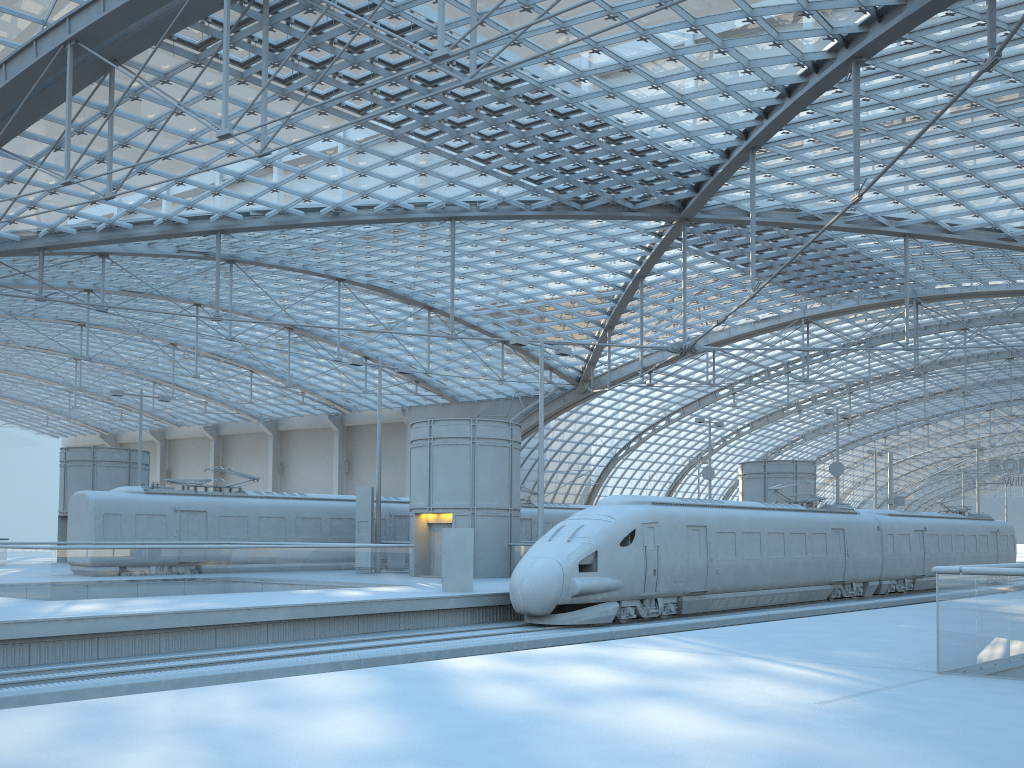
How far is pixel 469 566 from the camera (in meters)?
22.44

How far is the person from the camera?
22.4m

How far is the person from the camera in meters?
22.4 m
